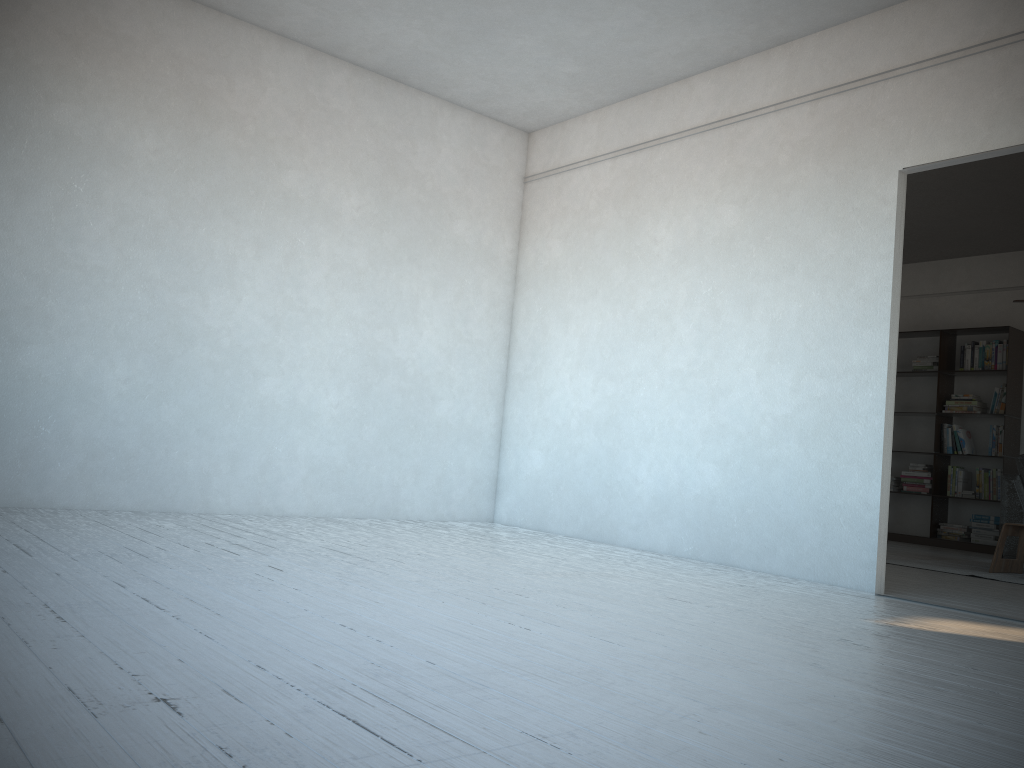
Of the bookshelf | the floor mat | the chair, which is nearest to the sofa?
the floor mat

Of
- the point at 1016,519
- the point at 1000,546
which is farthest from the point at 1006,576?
the point at 1016,519

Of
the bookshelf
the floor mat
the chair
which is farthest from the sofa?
the chair

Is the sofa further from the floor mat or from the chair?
the chair

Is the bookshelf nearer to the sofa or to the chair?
the sofa

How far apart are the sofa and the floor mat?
0.65m

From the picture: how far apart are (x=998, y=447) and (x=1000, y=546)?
2.7 meters

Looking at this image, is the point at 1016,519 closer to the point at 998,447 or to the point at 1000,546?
the point at 998,447

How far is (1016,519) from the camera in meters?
7.2 m

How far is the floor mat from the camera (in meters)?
5.64
